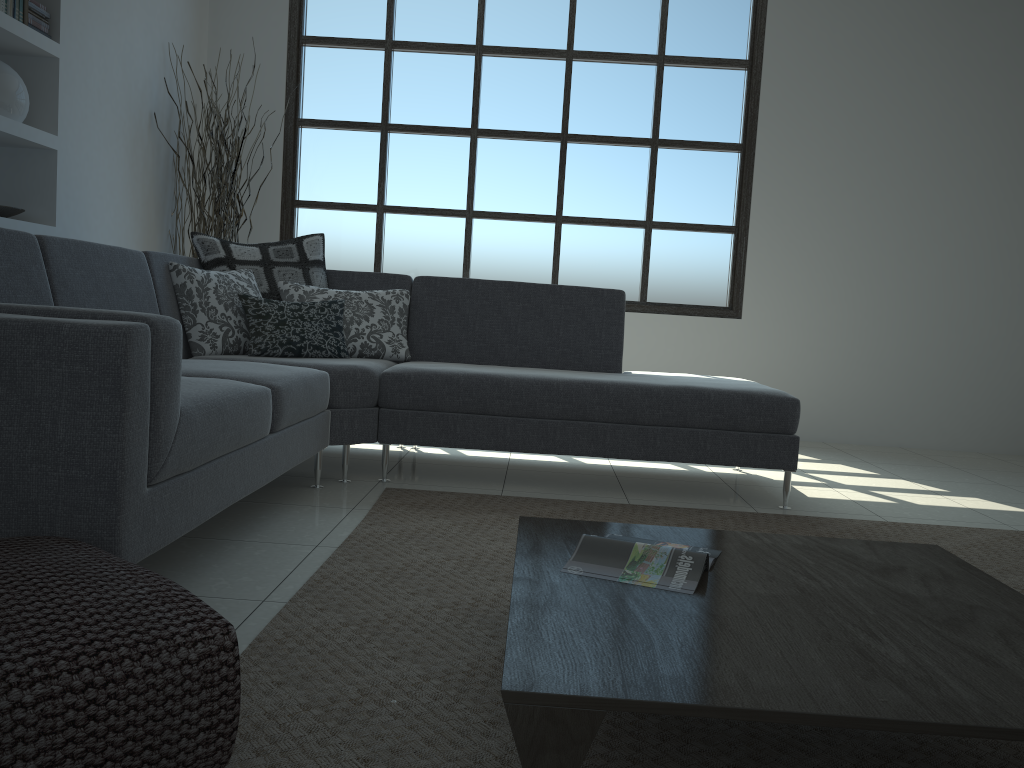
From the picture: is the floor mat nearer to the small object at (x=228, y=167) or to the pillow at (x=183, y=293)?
the pillow at (x=183, y=293)

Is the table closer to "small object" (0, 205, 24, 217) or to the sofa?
the sofa

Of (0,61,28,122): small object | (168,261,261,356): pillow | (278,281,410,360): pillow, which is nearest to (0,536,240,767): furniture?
(168,261,261,356): pillow

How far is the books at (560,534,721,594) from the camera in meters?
1.7 m

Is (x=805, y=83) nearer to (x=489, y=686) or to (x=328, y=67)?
(x=328, y=67)

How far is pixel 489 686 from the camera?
1.7m

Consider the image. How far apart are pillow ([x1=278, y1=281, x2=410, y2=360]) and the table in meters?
2.0 m

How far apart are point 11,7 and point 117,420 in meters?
2.9 m

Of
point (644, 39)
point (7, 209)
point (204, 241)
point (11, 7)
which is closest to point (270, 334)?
point (204, 241)

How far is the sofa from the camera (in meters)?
1.70
